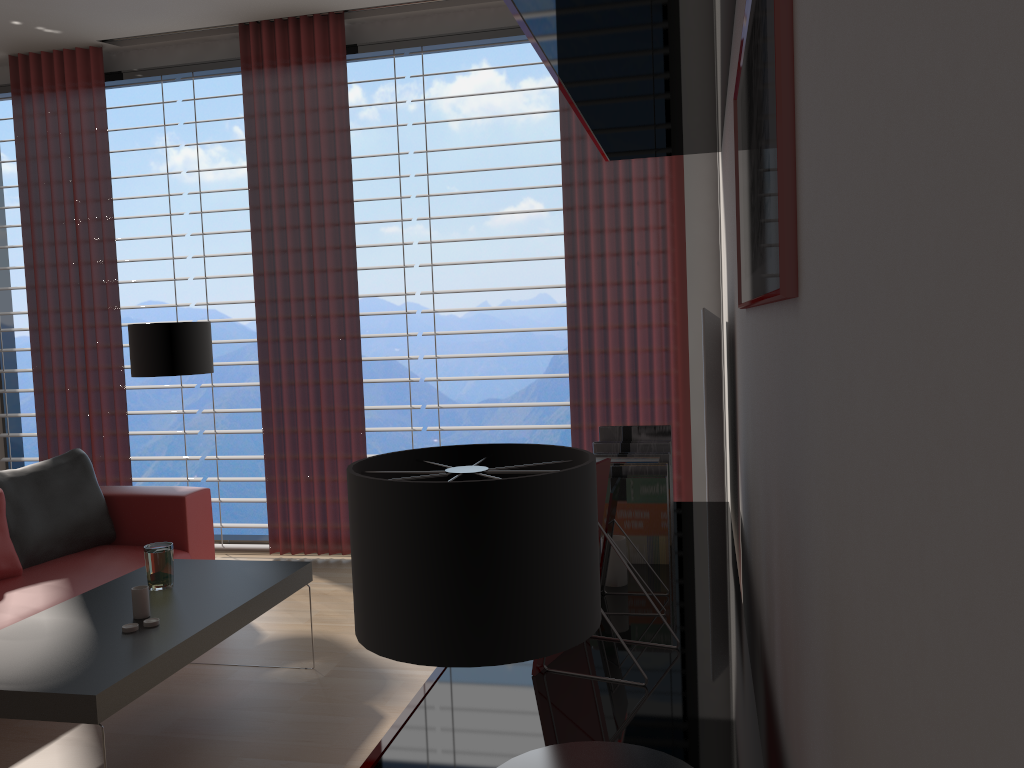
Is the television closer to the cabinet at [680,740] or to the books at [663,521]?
the cabinet at [680,740]

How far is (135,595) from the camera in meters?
3.9 m

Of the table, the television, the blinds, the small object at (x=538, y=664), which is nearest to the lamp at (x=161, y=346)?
the blinds

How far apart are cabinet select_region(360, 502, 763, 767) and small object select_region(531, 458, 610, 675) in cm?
1

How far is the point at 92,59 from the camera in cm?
724

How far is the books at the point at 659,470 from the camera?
2.69m

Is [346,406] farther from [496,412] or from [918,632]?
[496,412]

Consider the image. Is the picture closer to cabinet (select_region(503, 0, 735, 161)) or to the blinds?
cabinet (select_region(503, 0, 735, 161))

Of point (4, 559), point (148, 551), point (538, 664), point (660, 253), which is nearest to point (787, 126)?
point (538, 664)

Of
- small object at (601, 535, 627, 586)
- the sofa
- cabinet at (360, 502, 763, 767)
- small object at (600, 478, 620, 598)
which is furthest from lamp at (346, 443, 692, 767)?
the sofa
